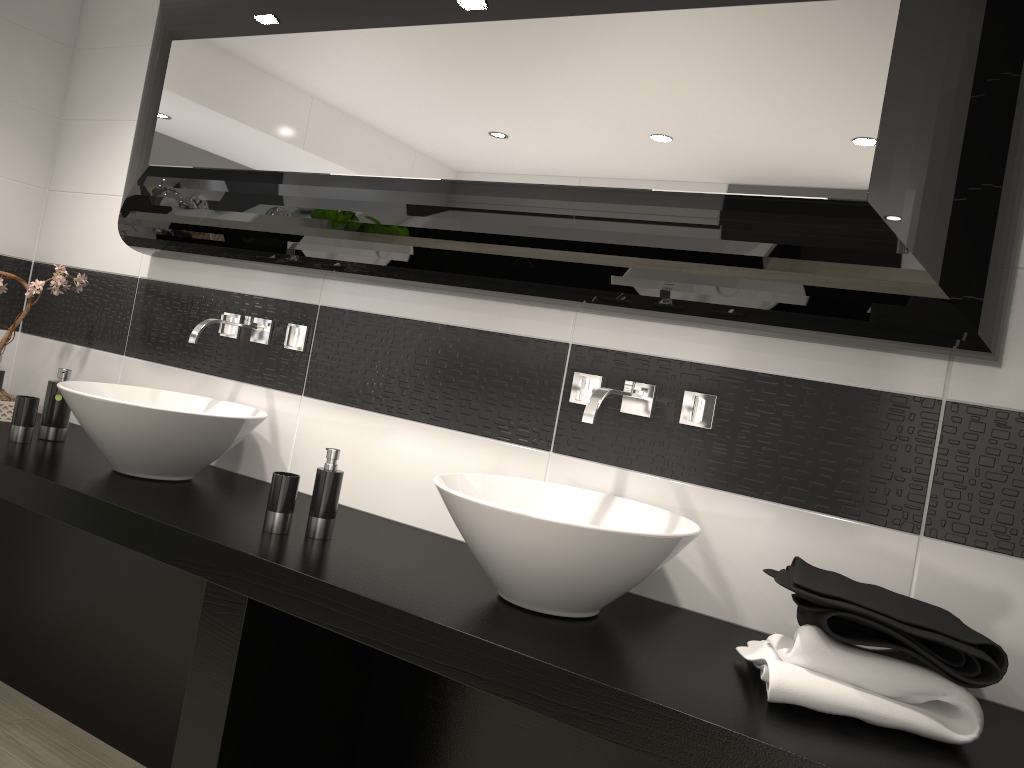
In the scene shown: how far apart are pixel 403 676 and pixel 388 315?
1.0m

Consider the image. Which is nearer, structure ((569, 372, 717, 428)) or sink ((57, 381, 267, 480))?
structure ((569, 372, 717, 428))

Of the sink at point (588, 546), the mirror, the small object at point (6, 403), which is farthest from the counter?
the mirror

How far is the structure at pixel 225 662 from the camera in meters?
1.8

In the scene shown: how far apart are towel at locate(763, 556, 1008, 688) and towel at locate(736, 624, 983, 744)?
0.01m

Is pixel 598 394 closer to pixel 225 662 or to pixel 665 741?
pixel 665 741

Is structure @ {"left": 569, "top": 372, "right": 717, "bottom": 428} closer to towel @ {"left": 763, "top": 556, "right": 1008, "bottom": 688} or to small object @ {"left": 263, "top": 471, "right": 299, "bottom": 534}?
towel @ {"left": 763, "top": 556, "right": 1008, "bottom": 688}

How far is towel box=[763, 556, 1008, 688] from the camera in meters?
1.4 m

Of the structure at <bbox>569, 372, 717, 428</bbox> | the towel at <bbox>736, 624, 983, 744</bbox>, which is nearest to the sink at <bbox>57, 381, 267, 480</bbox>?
the structure at <bbox>569, 372, 717, 428</bbox>

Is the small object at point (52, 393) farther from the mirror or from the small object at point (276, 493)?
the small object at point (276, 493)
